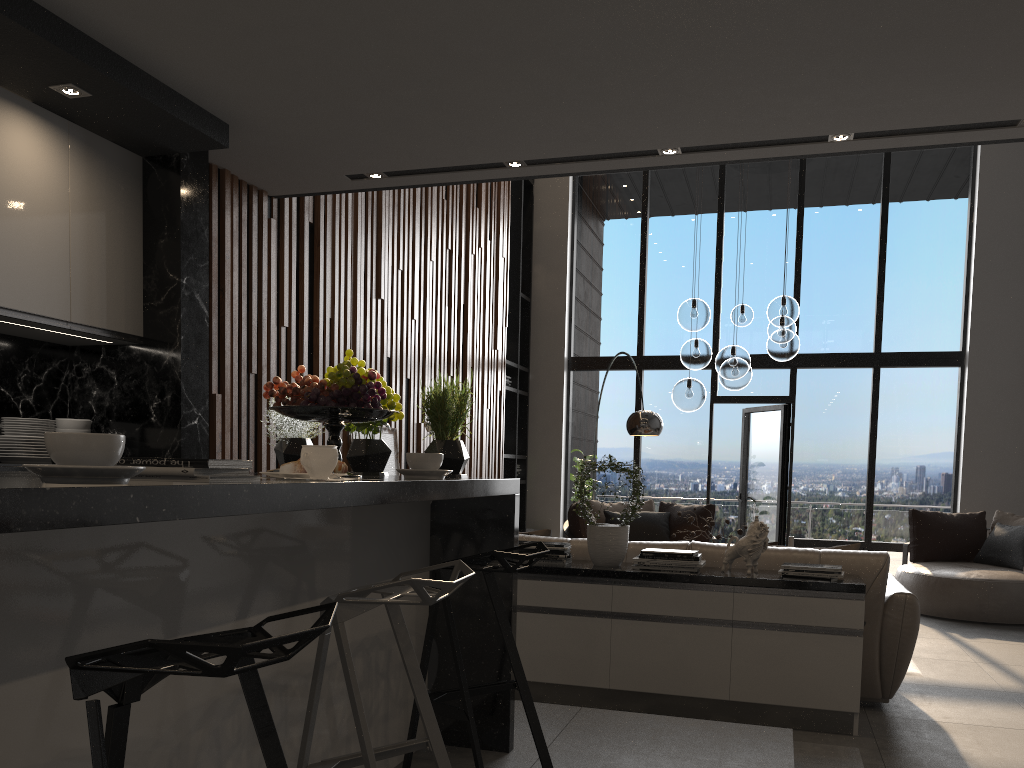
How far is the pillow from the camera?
5.0 meters

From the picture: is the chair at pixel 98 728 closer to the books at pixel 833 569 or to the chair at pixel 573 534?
Answer: the books at pixel 833 569

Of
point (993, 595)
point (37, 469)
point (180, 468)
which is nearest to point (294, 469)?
point (180, 468)

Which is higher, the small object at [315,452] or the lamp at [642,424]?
the lamp at [642,424]

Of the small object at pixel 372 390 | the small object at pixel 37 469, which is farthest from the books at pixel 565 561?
the small object at pixel 37 469

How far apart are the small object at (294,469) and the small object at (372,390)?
0.47m

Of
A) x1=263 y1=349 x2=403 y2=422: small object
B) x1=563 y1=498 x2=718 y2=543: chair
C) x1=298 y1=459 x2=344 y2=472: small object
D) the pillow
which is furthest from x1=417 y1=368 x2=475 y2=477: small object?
x1=563 y1=498 x2=718 y2=543: chair

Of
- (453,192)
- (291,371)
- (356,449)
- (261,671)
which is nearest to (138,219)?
(291,371)

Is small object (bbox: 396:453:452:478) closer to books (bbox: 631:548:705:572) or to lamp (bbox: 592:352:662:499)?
books (bbox: 631:548:705:572)

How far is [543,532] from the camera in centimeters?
505cm
